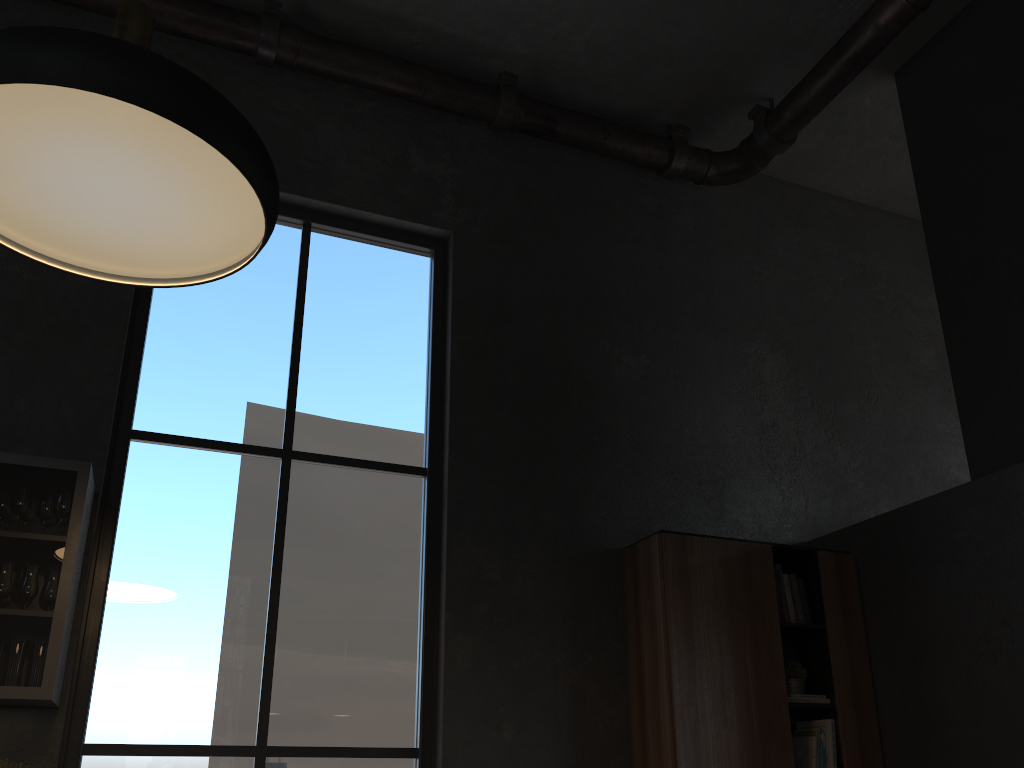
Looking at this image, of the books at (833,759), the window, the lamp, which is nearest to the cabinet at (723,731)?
the books at (833,759)

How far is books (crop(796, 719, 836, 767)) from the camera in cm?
405

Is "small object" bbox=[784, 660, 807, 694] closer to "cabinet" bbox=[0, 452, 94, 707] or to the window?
the window

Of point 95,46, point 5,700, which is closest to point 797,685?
point 5,700

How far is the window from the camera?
3.5 meters

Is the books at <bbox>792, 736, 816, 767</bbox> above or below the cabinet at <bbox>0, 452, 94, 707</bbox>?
below

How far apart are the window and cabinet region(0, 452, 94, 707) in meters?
0.2

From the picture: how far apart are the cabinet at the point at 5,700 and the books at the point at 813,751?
3.2 meters

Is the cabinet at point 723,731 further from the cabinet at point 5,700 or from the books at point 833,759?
the cabinet at point 5,700

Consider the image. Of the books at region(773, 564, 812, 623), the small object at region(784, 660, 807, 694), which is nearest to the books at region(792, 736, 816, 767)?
the small object at region(784, 660, 807, 694)
